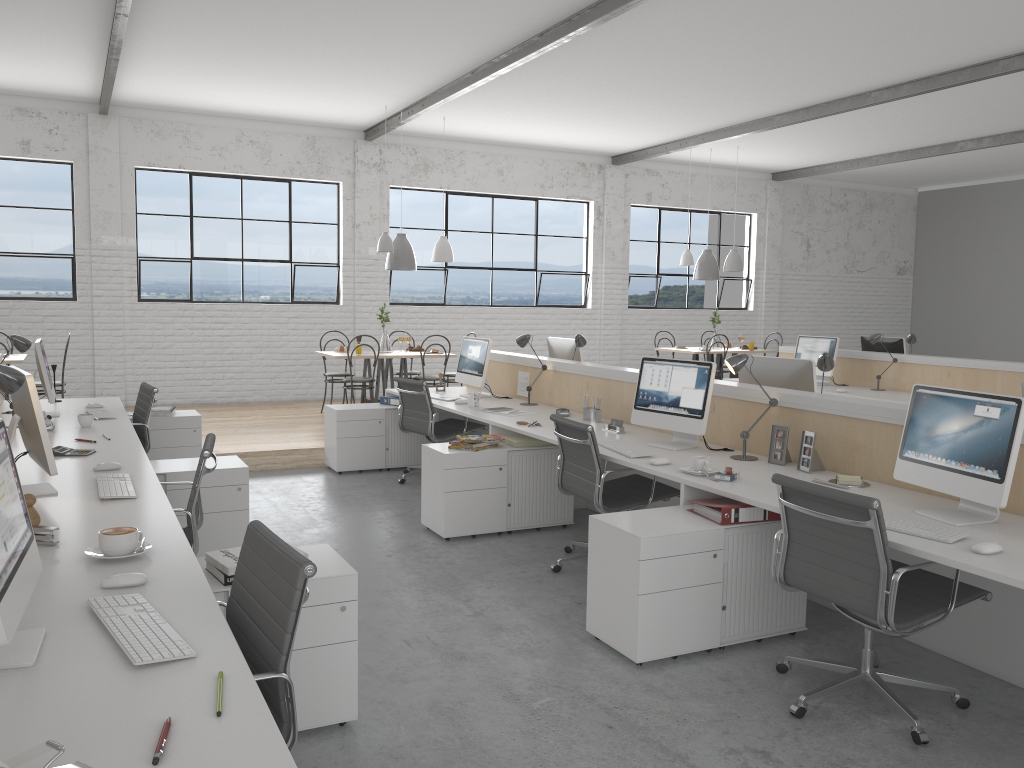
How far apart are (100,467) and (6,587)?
1.7m

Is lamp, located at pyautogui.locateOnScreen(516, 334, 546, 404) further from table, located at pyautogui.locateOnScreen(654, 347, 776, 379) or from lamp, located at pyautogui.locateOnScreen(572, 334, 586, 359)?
table, located at pyautogui.locateOnScreen(654, 347, 776, 379)

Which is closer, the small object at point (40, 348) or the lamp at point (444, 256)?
the small object at point (40, 348)

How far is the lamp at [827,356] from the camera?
3.60m

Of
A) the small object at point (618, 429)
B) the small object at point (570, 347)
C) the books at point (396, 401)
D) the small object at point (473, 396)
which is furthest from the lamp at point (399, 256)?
the small object at point (618, 429)

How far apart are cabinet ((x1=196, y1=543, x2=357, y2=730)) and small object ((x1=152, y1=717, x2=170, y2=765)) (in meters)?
0.88

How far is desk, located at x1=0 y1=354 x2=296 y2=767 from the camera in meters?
1.2

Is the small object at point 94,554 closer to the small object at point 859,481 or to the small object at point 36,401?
the small object at point 36,401

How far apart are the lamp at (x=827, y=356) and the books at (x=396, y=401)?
2.9m

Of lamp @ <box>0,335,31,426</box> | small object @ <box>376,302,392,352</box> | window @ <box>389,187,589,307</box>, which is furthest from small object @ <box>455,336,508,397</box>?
window @ <box>389,187,589,307</box>
